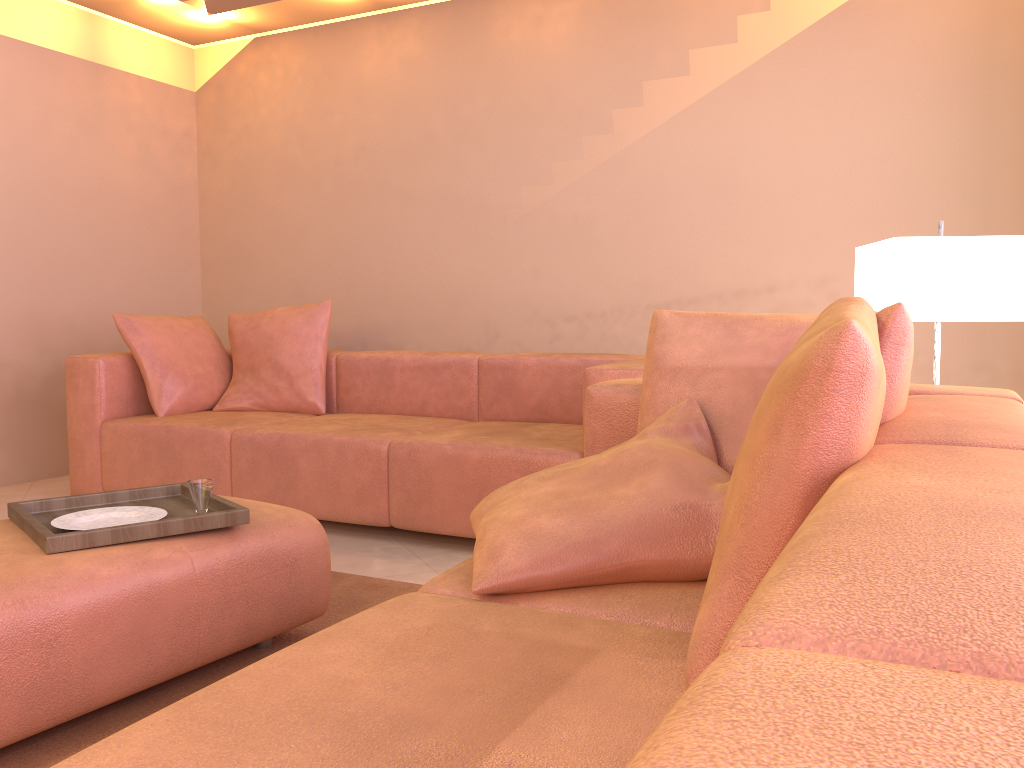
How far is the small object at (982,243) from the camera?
2.2 meters

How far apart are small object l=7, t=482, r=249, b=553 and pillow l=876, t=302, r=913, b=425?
1.4m

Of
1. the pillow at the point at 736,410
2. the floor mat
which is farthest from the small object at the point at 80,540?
the pillow at the point at 736,410

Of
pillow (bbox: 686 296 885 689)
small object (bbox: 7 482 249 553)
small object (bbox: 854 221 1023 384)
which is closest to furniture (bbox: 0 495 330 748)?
small object (bbox: 7 482 249 553)

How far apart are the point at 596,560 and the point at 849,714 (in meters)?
1.06

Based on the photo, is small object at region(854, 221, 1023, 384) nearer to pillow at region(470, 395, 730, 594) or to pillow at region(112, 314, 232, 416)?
pillow at region(470, 395, 730, 594)

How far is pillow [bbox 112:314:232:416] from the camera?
3.9m

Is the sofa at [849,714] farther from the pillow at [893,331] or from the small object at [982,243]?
the small object at [982,243]

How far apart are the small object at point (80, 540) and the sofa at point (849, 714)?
0.7m

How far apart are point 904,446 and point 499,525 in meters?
0.7
